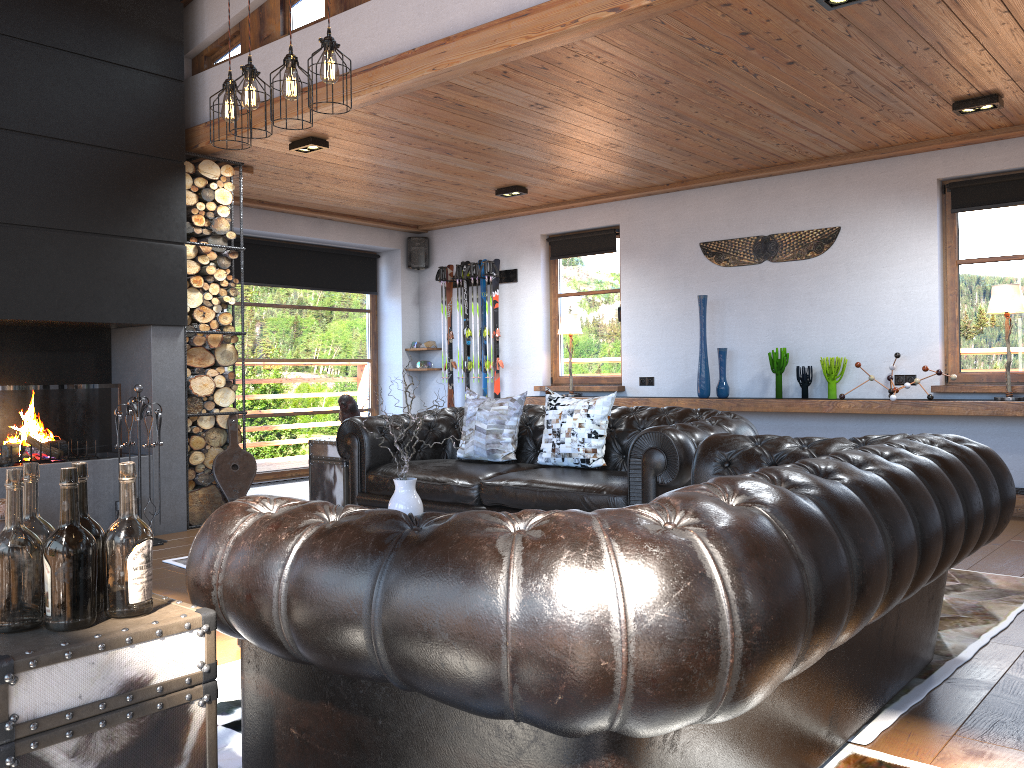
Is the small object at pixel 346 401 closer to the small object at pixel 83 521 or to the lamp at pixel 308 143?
the lamp at pixel 308 143

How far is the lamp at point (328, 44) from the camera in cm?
376

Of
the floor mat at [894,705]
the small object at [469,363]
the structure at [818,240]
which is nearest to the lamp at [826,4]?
the floor mat at [894,705]

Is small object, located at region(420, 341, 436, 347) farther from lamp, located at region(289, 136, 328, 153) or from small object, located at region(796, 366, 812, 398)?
small object, located at region(796, 366, 812, 398)

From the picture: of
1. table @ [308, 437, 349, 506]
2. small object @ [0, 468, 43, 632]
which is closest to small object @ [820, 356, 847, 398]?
Result: table @ [308, 437, 349, 506]

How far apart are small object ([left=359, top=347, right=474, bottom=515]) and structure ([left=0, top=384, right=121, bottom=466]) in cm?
294

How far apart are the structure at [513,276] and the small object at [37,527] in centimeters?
755cm

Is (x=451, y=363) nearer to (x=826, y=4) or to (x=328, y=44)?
(x=328, y=44)

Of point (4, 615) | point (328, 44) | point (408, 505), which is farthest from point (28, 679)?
point (328, 44)

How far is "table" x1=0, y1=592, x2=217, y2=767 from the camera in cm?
145
